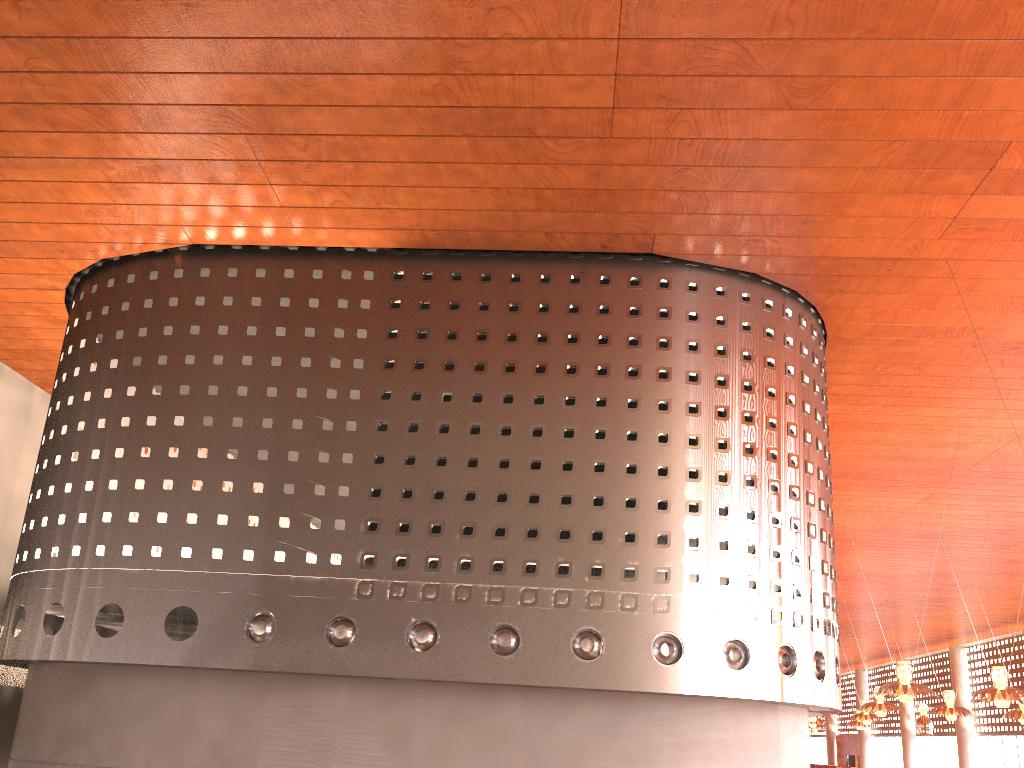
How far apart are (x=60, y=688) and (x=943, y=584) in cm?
3543
